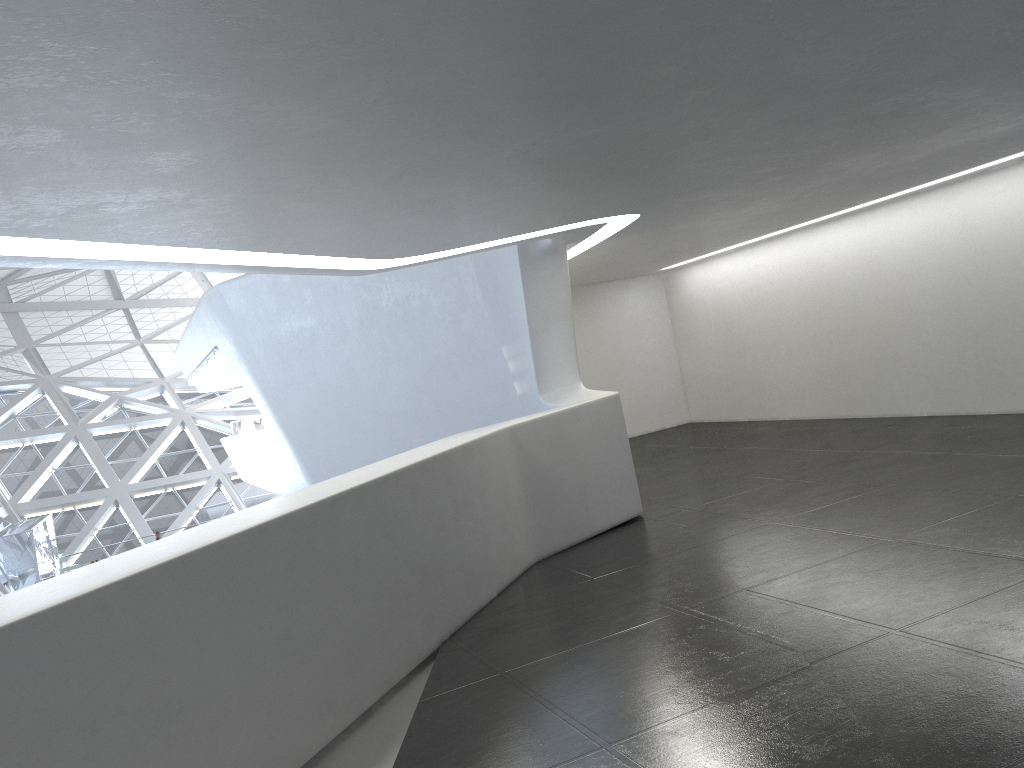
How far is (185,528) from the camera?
44.17m
